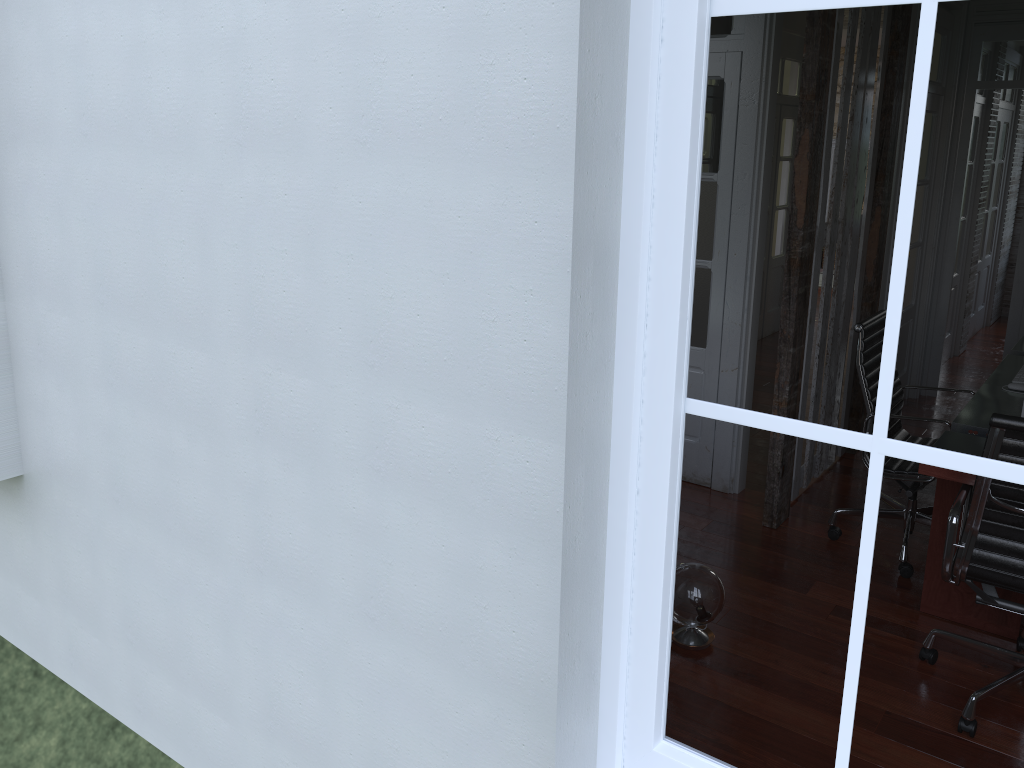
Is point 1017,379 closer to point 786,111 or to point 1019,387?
point 1019,387

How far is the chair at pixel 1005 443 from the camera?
2.6 meters

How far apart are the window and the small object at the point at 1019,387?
3.2 meters

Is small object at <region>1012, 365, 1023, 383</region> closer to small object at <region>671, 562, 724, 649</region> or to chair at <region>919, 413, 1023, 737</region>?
chair at <region>919, 413, 1023, 737</region>

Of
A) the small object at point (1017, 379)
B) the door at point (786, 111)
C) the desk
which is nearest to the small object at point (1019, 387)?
the desk

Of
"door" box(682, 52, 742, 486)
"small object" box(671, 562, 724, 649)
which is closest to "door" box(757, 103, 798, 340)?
"door" box(682, 52, 742, 486)

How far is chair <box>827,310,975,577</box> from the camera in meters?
3.7 m

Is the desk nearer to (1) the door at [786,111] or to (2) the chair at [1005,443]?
(2) the chair at [1005,443]

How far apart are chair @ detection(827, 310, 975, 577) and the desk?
0.2 meters

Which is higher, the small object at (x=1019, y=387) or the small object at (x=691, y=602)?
the small object at (x=1019, y=387)
